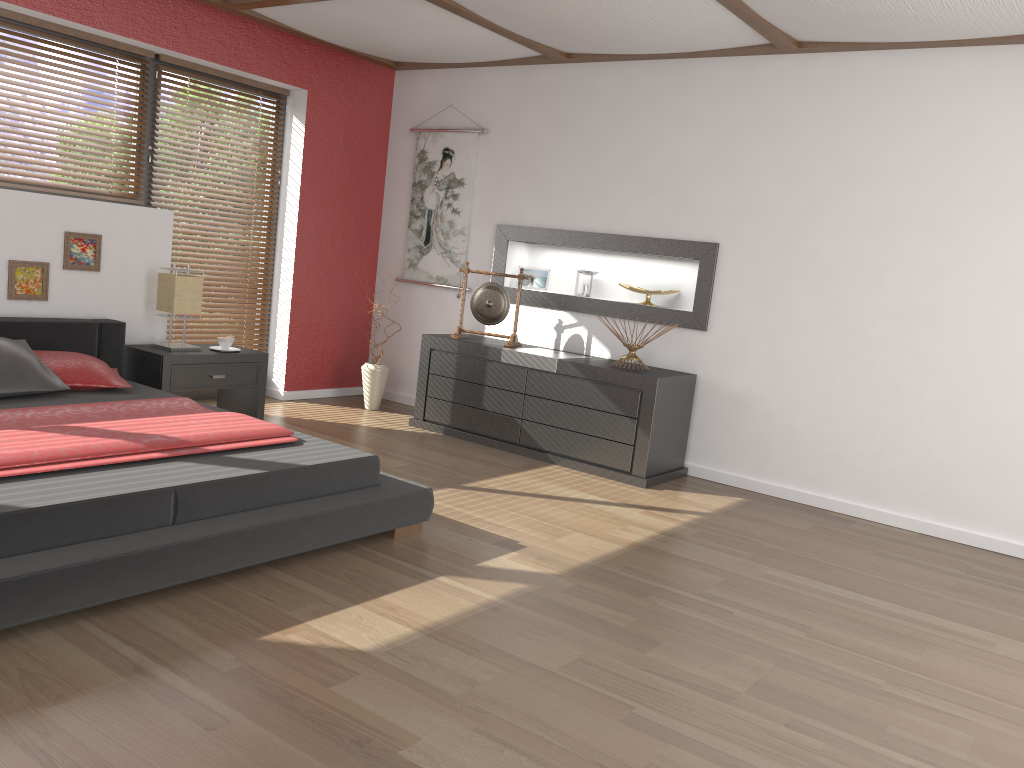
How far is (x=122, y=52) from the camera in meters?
5.1 m

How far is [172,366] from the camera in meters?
4.8

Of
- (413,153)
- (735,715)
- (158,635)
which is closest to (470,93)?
(413,153)

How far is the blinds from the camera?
5.8 meters

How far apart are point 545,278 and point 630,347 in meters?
1.1 m

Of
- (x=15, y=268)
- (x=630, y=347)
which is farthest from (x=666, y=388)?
(x=15, y=268)

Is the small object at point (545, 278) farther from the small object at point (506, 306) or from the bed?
the bed

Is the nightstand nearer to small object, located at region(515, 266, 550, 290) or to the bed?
the bed

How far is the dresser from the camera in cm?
486

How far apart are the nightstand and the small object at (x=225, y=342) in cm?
9
